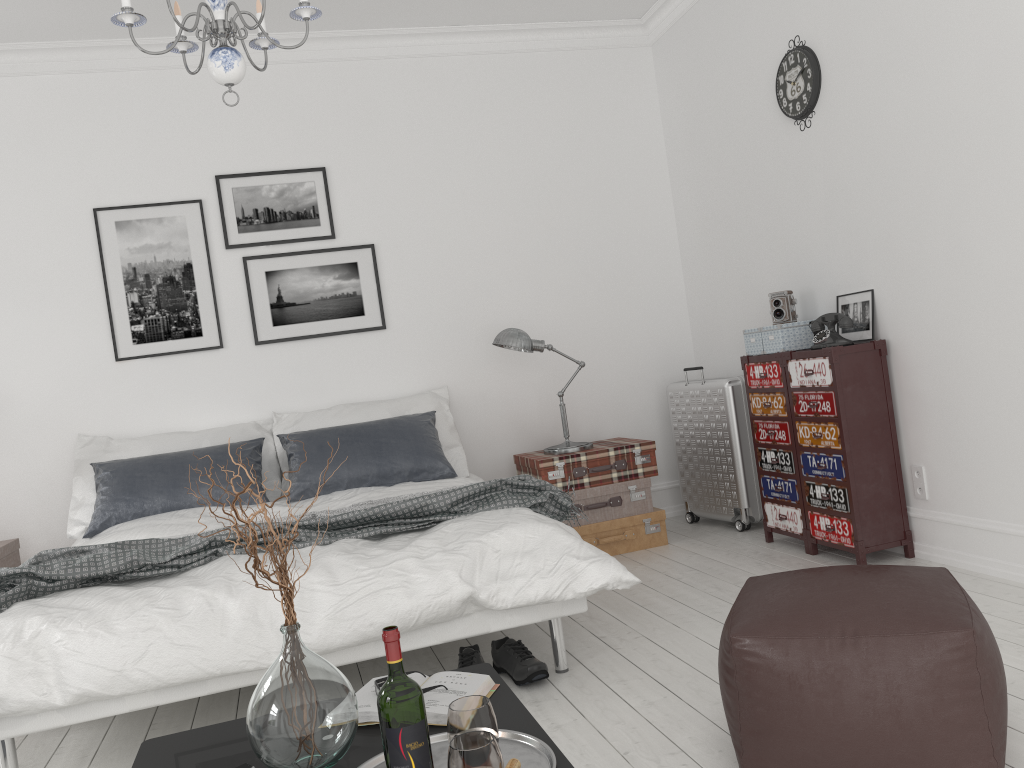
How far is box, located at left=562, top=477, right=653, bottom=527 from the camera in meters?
4.6 m

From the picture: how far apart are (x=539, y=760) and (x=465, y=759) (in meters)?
0.22

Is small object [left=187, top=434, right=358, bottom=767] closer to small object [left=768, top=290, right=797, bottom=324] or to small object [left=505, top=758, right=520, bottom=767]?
small object [left=505, top=758, right=520, bottom=767]

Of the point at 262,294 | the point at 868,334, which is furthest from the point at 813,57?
the point at 262,294

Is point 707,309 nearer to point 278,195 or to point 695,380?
point 695,380

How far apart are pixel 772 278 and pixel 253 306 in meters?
2.8 m

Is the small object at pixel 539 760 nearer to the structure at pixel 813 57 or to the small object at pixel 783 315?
the small object at pixel 783 315

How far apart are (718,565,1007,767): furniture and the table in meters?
0.5

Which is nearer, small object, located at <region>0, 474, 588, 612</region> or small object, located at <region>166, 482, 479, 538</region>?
small object, located at <region>0, 474, 588, 612</region>

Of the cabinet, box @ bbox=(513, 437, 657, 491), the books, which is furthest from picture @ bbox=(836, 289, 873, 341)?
the books
